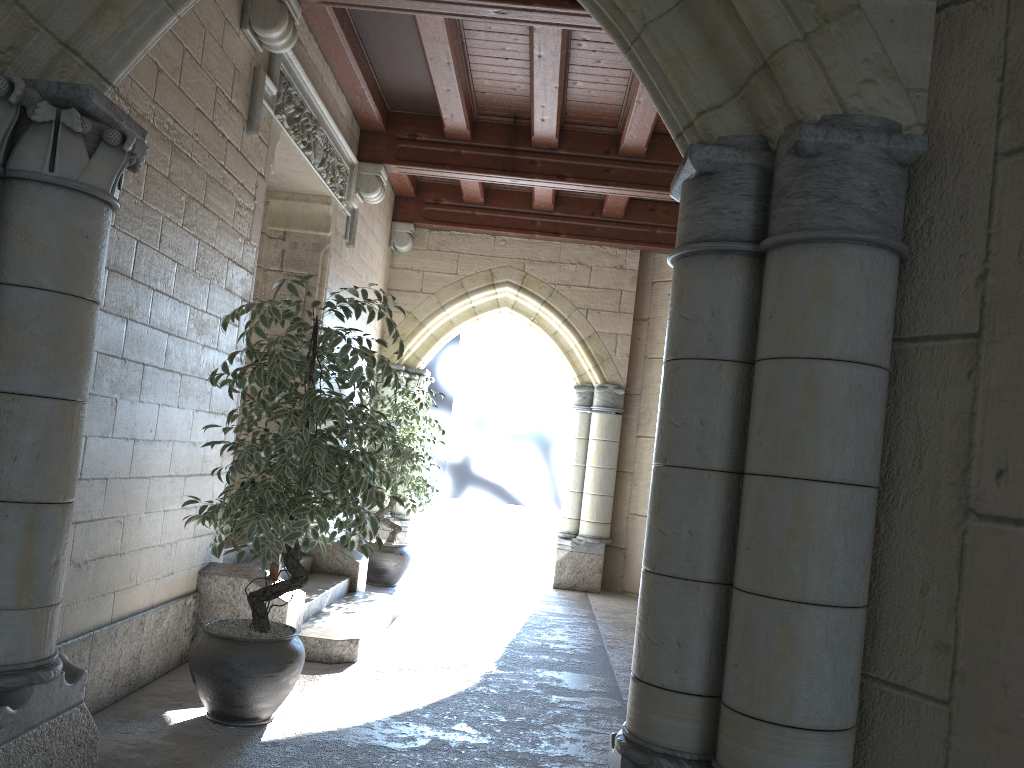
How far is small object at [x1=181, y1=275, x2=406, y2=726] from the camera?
3.0 meters

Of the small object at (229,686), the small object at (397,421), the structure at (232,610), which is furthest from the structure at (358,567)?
the small object at (229,686)

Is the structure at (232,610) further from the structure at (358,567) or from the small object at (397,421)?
the small object at (397,421)

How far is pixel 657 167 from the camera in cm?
603

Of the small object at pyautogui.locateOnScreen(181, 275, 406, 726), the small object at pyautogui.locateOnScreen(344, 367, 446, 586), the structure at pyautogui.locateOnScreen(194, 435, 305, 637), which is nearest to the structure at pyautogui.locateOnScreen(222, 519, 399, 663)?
the structure at pyautogui.locateOnScreen(194, 435, 305, 637)

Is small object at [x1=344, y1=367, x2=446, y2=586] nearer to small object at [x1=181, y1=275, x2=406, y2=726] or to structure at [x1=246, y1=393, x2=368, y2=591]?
structure at [x1=246, y1=393, x2=368, y2=591]

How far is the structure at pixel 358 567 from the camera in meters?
5.4 m

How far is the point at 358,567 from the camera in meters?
5.4

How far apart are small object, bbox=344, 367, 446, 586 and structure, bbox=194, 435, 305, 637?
2.1m

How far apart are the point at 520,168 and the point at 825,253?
4.6m
